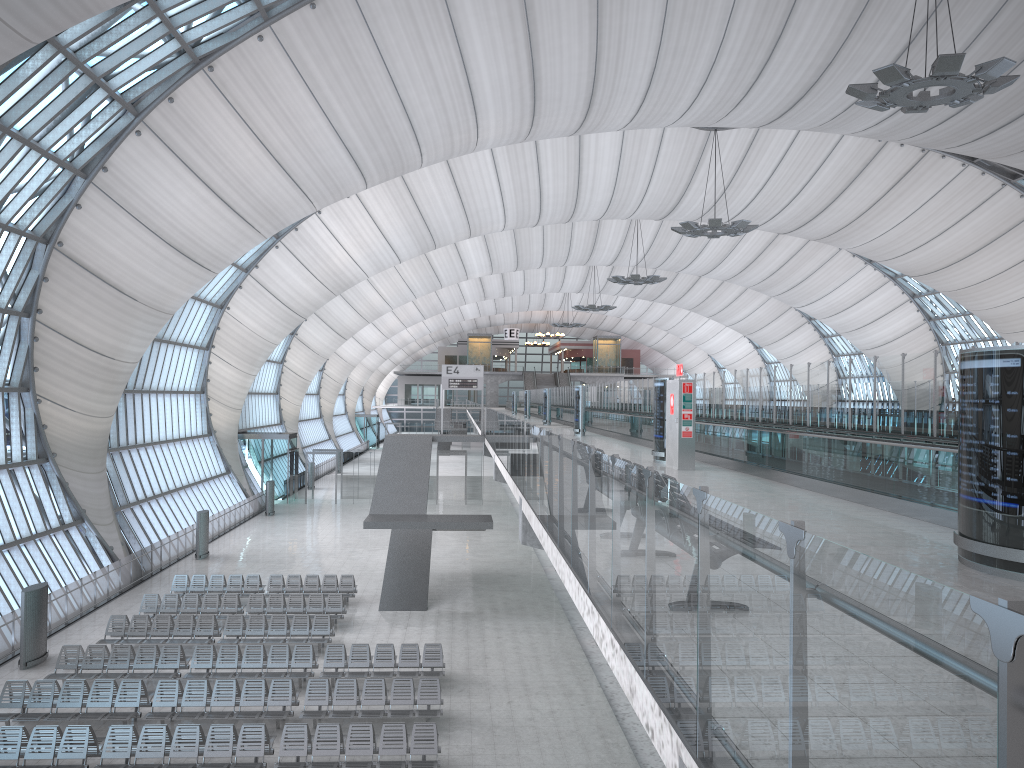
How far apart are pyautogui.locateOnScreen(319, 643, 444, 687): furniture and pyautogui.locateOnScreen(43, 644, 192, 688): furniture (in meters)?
3.09

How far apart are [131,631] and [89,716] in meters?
5.6 m

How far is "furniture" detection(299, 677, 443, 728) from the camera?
16.7m

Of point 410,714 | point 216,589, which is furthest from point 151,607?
point 410,714

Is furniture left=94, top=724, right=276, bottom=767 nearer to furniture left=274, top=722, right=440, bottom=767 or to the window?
furniture left=274, top=722, right=440, bottom=767

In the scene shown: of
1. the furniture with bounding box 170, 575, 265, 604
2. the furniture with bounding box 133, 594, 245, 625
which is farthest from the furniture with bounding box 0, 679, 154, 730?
the furniture with bounding box 170, 575, 265, 604

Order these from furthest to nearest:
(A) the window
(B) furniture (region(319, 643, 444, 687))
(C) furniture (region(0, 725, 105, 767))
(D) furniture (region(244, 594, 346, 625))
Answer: (D) furniture (region(244, 594, 346, 625)) → (A) the window → (B) furniture (region(319, 643, 444, 687)) → (C) furniture (region(0, 725, 105, 767))

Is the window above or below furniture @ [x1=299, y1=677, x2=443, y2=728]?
above

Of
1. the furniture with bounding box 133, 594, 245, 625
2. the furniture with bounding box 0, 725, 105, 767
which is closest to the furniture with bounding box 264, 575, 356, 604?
the furniture with bounding box 133, 594, 245, 625

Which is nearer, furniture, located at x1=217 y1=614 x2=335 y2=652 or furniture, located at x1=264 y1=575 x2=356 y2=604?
furniture, located at x1=217 y1=614 x2=335 y2=652
